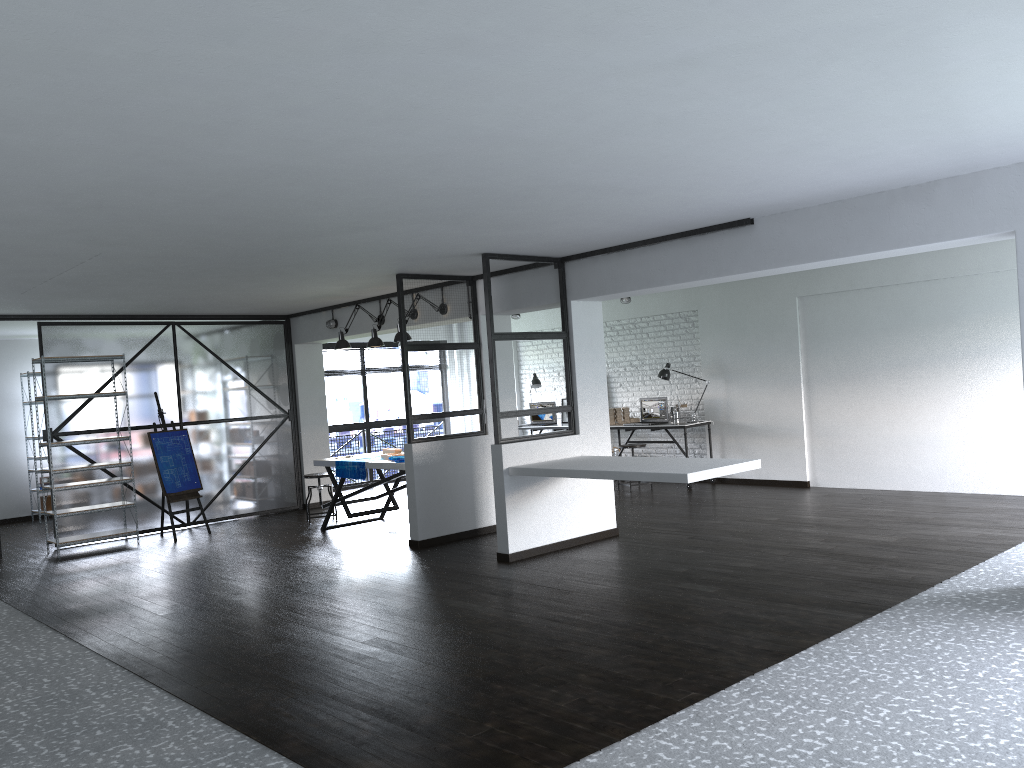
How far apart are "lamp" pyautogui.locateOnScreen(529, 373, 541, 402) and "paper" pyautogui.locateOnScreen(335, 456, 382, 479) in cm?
417

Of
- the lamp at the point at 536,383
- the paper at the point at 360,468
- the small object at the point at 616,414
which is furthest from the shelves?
the small object at the point at 616,414

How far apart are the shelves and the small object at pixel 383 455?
2.5m

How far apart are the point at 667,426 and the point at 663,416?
0.4m

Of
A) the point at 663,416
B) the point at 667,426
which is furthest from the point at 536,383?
the point at 667,426

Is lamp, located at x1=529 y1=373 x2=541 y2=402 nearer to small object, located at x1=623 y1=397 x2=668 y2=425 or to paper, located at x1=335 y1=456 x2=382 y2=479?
small object, located at x1=623 y1=397 x2=668 y2=425

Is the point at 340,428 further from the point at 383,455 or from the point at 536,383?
the point at 383,455

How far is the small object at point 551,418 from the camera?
Answer: 12.0m

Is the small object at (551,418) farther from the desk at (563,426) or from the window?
the window

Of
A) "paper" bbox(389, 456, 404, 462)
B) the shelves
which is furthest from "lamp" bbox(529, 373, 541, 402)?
the shelves
